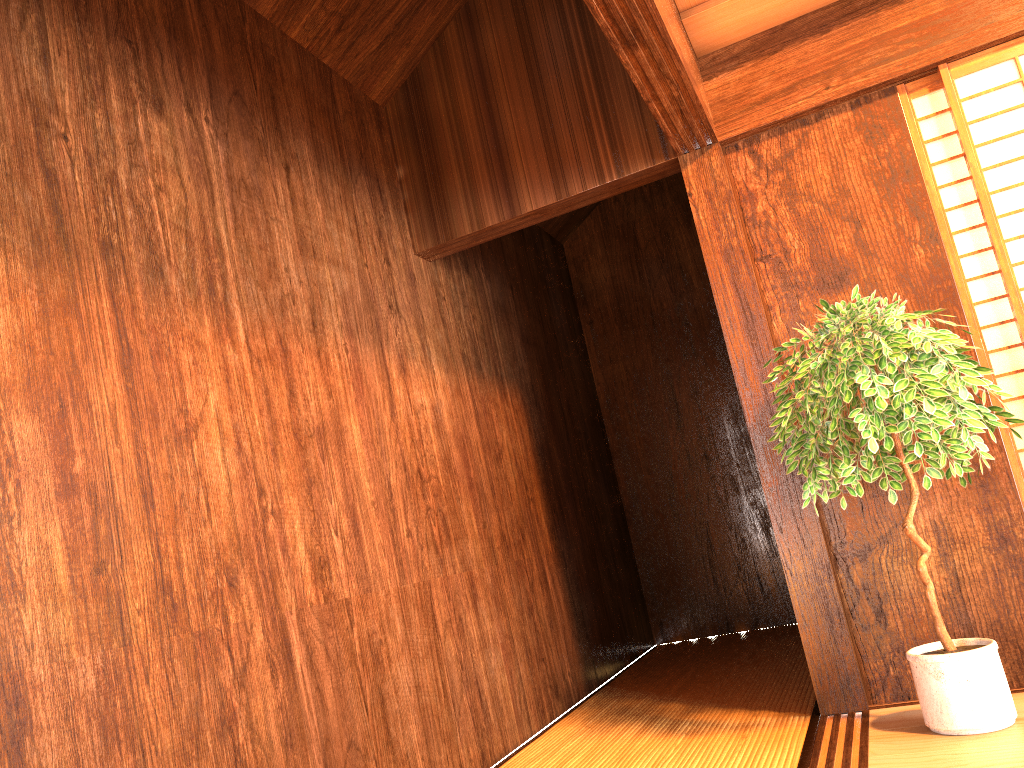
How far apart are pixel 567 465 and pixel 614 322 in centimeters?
136cm

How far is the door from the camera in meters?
3.0

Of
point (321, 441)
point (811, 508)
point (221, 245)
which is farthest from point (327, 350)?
point (811, 508)

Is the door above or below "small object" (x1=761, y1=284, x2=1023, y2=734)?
above

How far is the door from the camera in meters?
3.0

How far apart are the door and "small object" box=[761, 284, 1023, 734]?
0.3m

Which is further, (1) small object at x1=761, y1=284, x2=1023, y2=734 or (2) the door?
(2) the door

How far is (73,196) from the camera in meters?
2.0

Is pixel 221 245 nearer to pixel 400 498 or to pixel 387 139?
pixel 400 498

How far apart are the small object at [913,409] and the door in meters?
0.3
